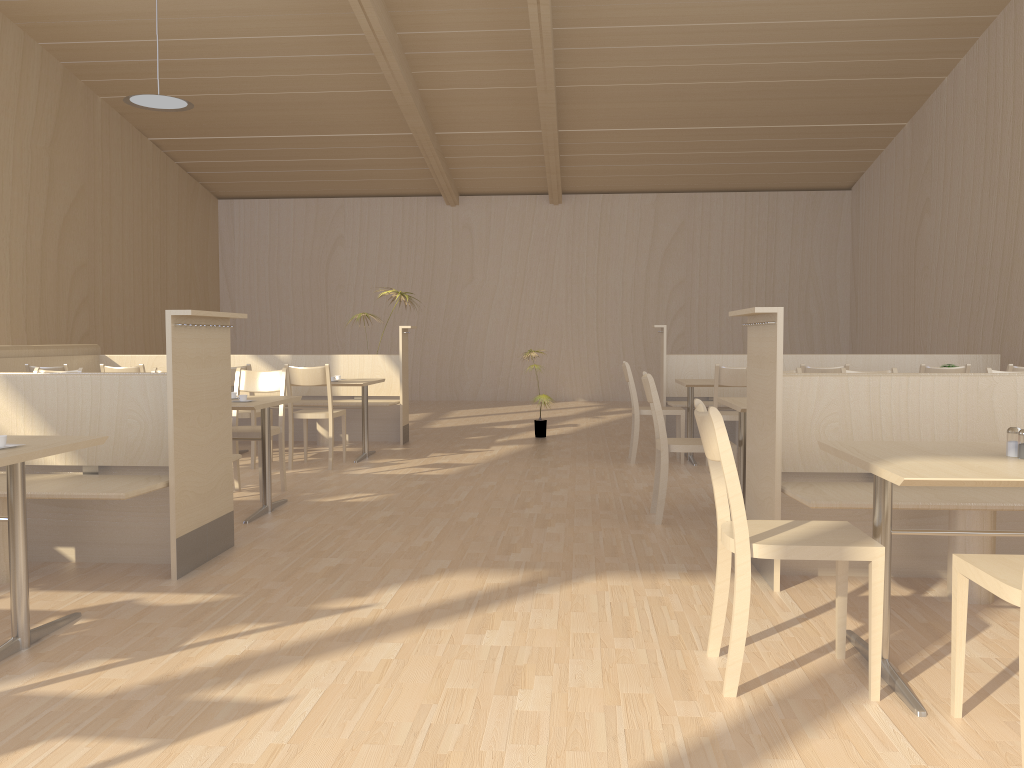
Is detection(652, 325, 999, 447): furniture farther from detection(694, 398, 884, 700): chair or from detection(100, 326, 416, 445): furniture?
detection(694, 398, 884, 700): chair

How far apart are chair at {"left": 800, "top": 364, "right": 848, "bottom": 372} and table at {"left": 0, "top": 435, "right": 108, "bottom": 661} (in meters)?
4.70

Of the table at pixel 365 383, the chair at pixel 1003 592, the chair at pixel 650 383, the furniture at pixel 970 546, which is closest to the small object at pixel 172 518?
the chair at pixel 1003 592

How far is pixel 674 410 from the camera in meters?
6.9

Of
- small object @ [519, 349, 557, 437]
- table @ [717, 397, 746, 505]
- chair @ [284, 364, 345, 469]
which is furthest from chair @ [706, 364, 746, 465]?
chair @ [284, 364, 345, 469]

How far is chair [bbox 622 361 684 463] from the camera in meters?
6.9 m

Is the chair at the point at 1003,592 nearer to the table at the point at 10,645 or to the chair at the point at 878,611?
the chair at the point at 878,611

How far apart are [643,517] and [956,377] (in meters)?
1.85

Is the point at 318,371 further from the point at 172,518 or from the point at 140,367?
the point at 172,518

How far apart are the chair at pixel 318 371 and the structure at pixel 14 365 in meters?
2.5
